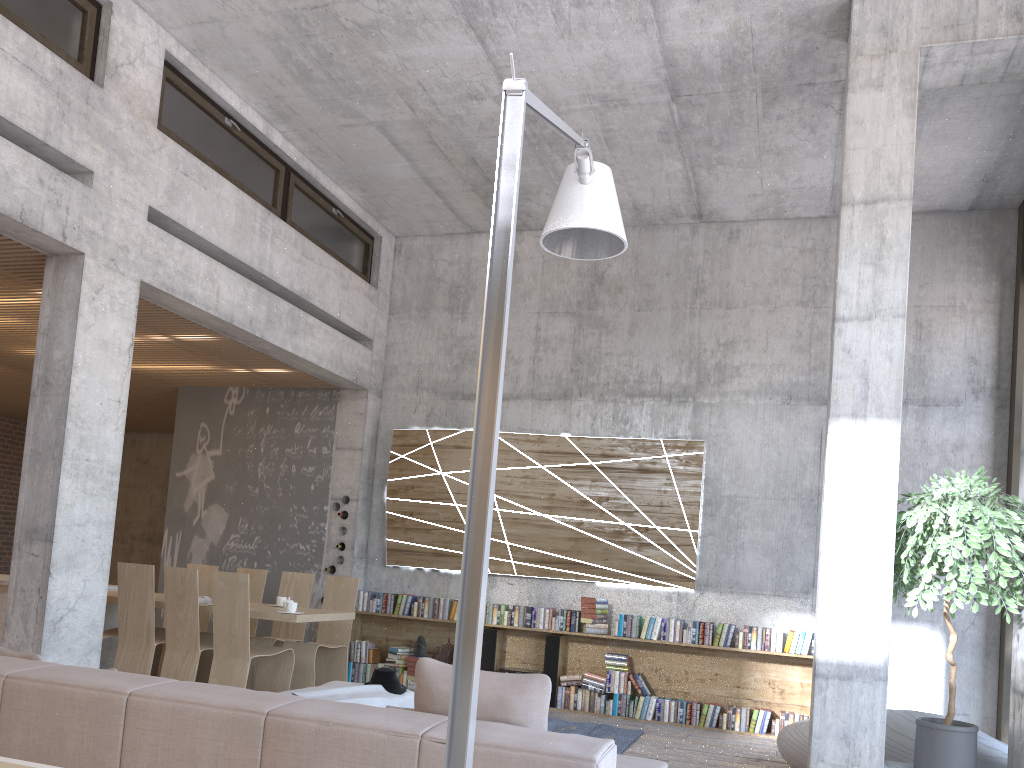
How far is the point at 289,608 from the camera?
7.0 meters

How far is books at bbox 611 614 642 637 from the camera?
8.4 meters

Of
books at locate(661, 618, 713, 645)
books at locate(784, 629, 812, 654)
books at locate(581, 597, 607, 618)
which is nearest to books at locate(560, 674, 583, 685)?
books at locate(581, 597, 607, 618)

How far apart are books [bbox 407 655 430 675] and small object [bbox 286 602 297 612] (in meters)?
2.34

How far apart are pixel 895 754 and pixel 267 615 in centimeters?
462cm

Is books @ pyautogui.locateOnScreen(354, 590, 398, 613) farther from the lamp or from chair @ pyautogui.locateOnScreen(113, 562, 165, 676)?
the lamp

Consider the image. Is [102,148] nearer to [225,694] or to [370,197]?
[370,197]

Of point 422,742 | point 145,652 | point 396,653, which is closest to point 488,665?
point 396,653

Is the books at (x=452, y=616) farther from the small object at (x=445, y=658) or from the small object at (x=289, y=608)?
the small object at (x=289, y=608)

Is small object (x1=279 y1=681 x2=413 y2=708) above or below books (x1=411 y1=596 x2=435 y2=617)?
below
